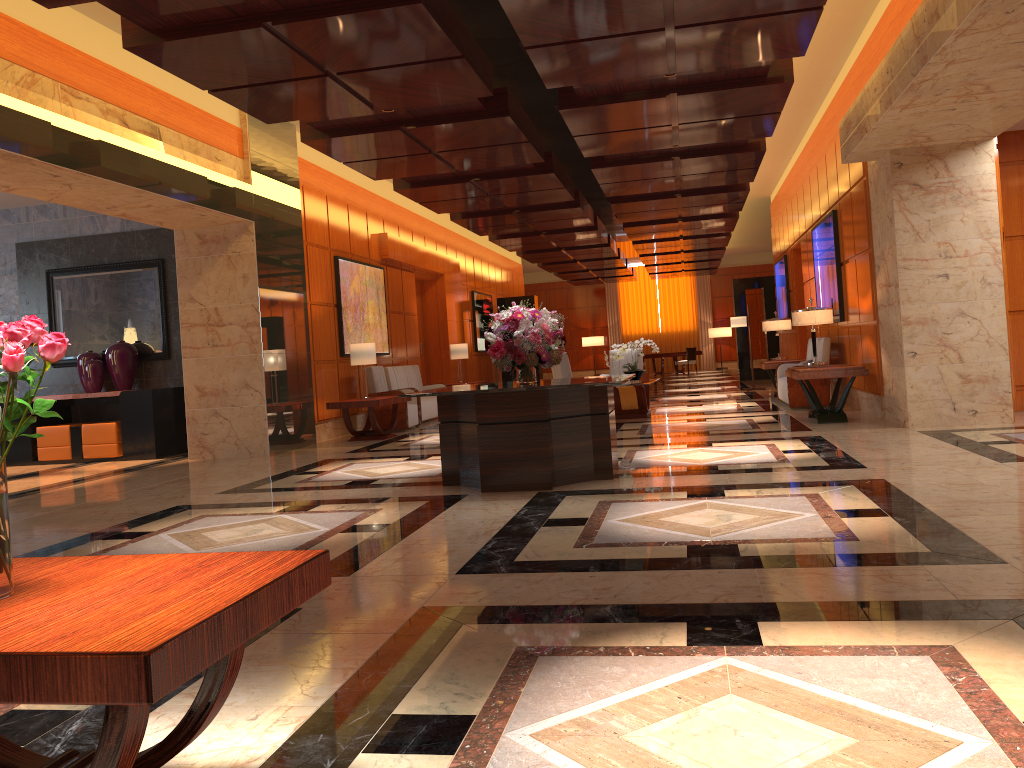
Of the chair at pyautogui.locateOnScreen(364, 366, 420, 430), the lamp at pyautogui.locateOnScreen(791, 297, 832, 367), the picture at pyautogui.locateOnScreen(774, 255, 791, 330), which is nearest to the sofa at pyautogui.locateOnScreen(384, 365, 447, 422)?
the chair at pyautogui.locateOnScreen(364, 366, 420, 430)

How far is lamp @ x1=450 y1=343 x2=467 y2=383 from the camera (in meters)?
16.43

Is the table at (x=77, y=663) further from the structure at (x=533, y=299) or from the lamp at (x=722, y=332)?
the lamp at (x=722, y=332)

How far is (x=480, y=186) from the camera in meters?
12.0

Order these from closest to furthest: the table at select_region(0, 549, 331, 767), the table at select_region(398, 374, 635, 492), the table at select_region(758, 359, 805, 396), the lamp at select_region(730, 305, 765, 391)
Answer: the table at select_region(0, 549, 331, 767) < the table at select_region(398, 374, 635, 492) < the table at select_region(758, 359, 805, 396) < the lamp at select_region(730, 305, 765, 391)

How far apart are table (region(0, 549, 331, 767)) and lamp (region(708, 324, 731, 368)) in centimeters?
3085cm

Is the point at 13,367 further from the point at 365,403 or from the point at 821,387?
the point at 821,387

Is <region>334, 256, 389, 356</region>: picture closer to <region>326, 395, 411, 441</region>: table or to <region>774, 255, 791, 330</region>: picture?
<region>326, 395, 411, 441</region>: table

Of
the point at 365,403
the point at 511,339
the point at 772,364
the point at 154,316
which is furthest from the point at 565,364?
the point at 154,316

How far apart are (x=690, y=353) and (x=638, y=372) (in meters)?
15.67
